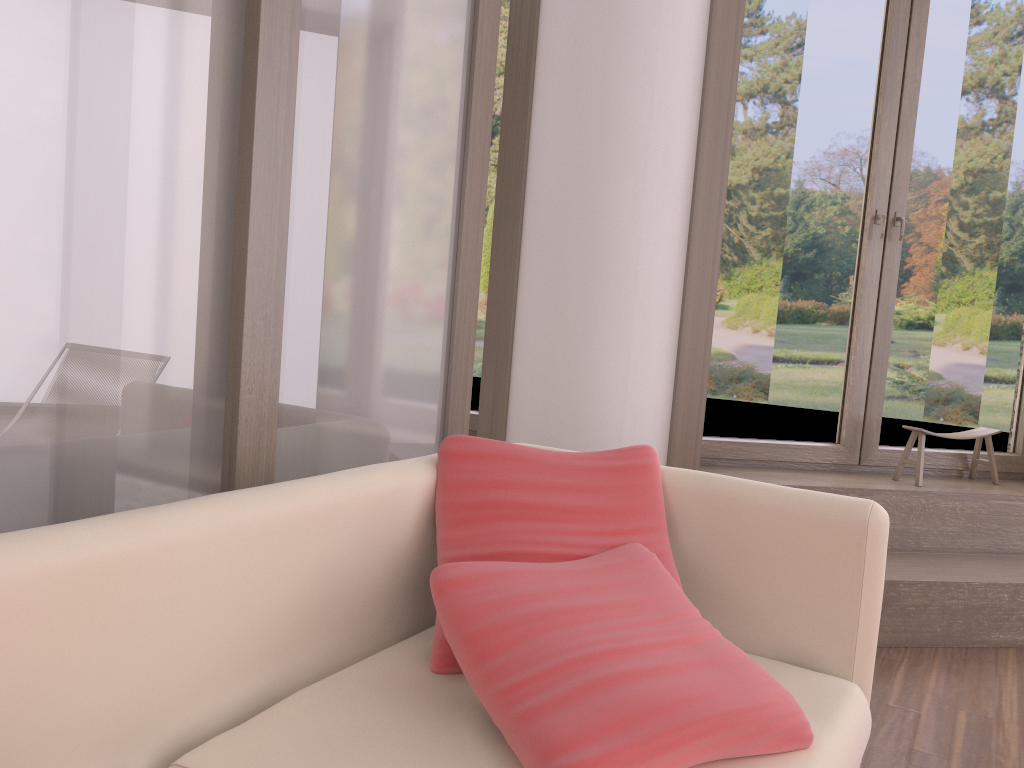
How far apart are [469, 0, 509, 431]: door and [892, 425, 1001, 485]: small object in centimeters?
180cm

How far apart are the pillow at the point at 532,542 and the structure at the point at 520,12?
1.62m

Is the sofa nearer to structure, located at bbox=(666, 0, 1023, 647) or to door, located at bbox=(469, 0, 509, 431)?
structure, located at bbox=(666, 0, 1023, 647)

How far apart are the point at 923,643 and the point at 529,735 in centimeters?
243cm

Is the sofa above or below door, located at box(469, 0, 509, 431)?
below

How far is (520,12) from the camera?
3.37m

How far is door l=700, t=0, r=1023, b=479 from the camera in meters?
3.6 m

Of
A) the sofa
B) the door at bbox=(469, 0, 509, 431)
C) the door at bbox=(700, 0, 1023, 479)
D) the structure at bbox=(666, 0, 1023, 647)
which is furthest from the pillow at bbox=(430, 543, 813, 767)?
the door at bbox=(469, 0, 509, 431)

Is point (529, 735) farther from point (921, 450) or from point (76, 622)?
point (921, 450)

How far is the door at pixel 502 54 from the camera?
3.82m
